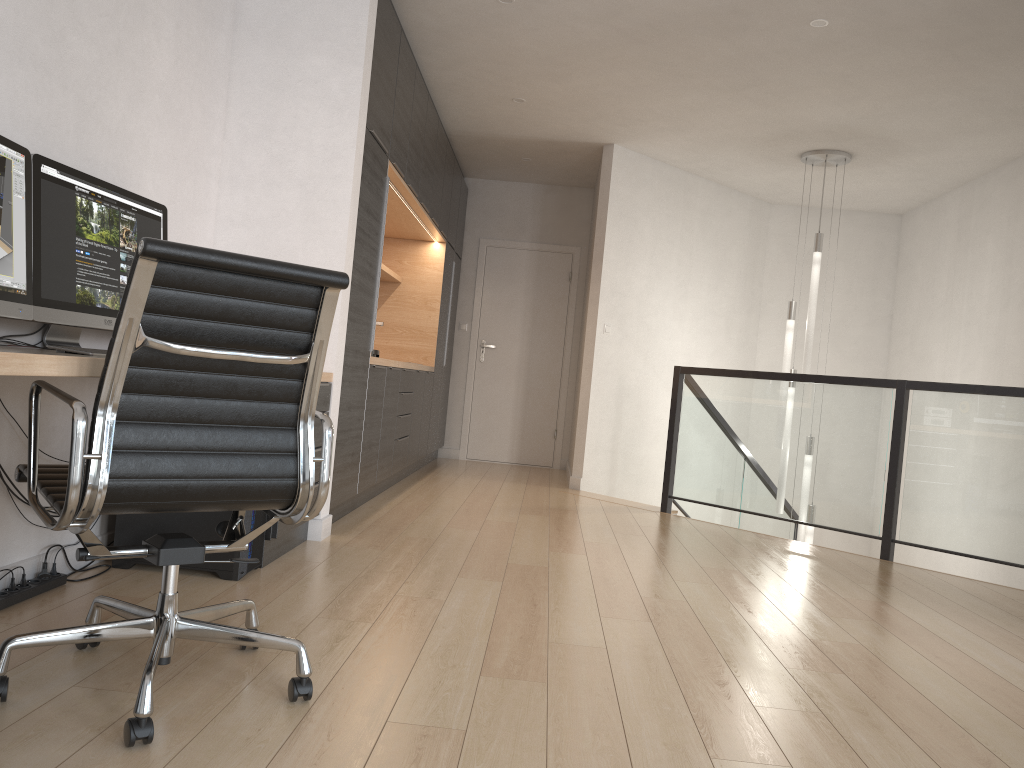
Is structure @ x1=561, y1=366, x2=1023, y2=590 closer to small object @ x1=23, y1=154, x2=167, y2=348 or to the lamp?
the lamp

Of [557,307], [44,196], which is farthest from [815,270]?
[44,196]

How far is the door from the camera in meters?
8.5 m

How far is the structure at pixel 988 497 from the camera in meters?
4.6 m

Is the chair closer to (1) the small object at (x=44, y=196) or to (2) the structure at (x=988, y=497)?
(1) the small object at (x=44, y=196)

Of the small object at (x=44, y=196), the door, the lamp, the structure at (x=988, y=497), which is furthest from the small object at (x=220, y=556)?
the door

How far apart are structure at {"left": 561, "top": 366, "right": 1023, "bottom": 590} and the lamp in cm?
28

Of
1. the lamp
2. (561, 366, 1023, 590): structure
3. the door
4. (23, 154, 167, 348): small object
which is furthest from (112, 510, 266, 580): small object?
the door

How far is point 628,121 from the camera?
6.3m

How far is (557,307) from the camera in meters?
8.5 m
